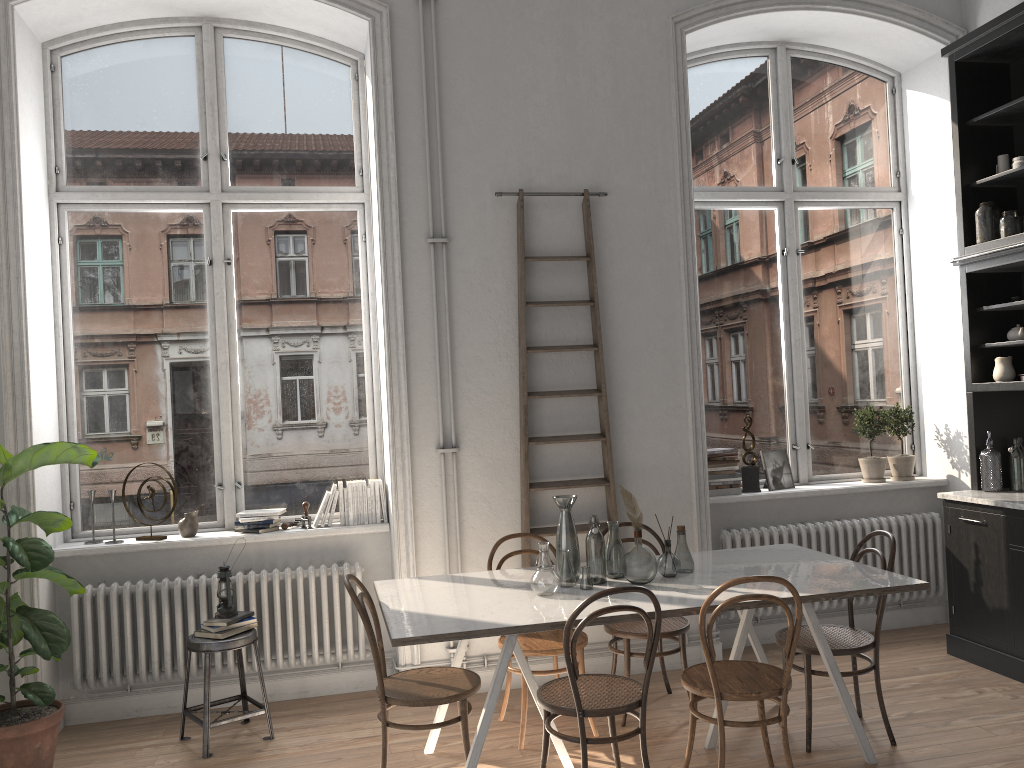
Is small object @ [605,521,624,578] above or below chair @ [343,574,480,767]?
above

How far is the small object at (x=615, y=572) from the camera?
4.00m

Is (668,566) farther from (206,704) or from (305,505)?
(206,704)

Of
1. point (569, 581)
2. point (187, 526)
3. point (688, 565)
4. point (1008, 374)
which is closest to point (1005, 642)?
point (1008, 374)

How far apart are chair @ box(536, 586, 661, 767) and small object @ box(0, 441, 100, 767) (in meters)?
2.17

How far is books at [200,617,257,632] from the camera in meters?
4.3

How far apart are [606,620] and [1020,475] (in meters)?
3.08

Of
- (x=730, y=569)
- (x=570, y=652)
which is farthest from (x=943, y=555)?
(x=570, y=652)

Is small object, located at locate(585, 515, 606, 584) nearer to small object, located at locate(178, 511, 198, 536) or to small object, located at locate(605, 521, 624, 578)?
small object, located at locate(605, 521, 624, 578)

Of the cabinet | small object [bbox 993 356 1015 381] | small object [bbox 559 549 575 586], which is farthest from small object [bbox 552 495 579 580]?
small object [bbox 993 356 1015 381]
